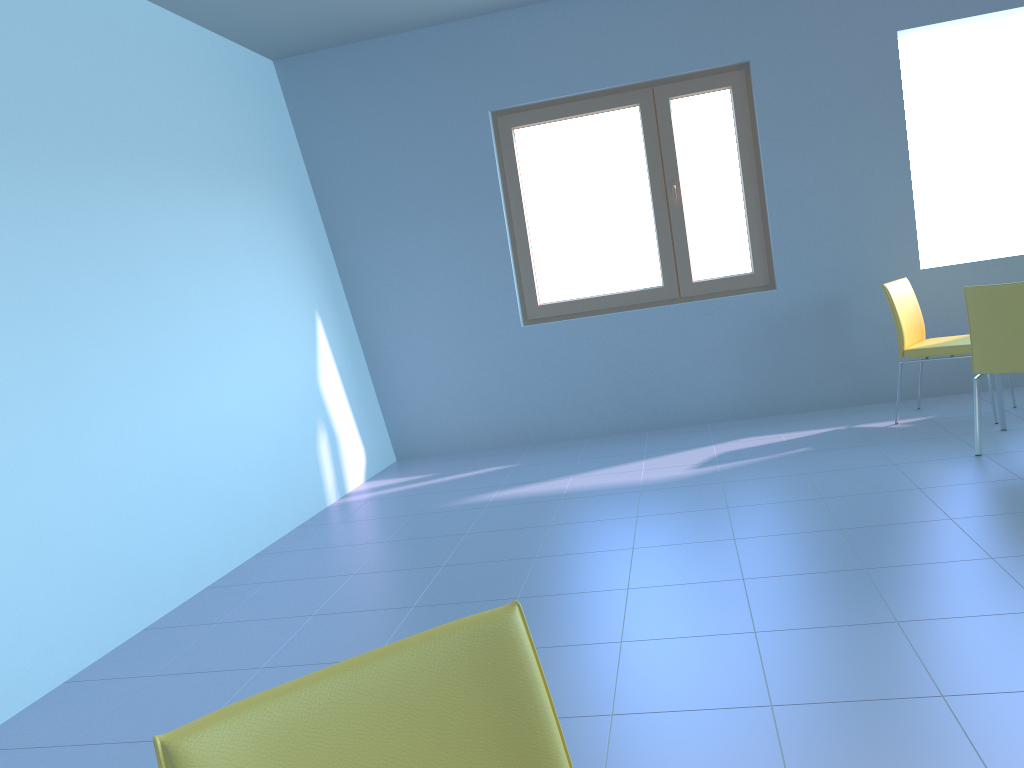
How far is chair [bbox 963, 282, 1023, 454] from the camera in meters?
3.5

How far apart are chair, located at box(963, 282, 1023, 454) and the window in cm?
142

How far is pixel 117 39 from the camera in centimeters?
370cm

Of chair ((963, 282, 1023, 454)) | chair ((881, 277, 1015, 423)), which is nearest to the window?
chair ((881, 277, 1015, 423))

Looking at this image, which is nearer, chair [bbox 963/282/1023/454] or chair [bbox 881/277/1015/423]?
chair [bbox 963/282/1023/454]

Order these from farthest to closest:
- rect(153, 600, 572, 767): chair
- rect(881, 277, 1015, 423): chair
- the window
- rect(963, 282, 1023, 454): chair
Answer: the window < rect(881, 277, 1015, 423): chair < rect(963, 282, 1023, 454): chair < rect(153, 600, 572, 767): chair

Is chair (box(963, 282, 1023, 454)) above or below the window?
below

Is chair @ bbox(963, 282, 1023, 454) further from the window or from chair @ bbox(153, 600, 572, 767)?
chair @ bbox(153, 600, 572, 767)

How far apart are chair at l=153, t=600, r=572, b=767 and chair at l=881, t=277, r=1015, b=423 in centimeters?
390cm

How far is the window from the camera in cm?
495
